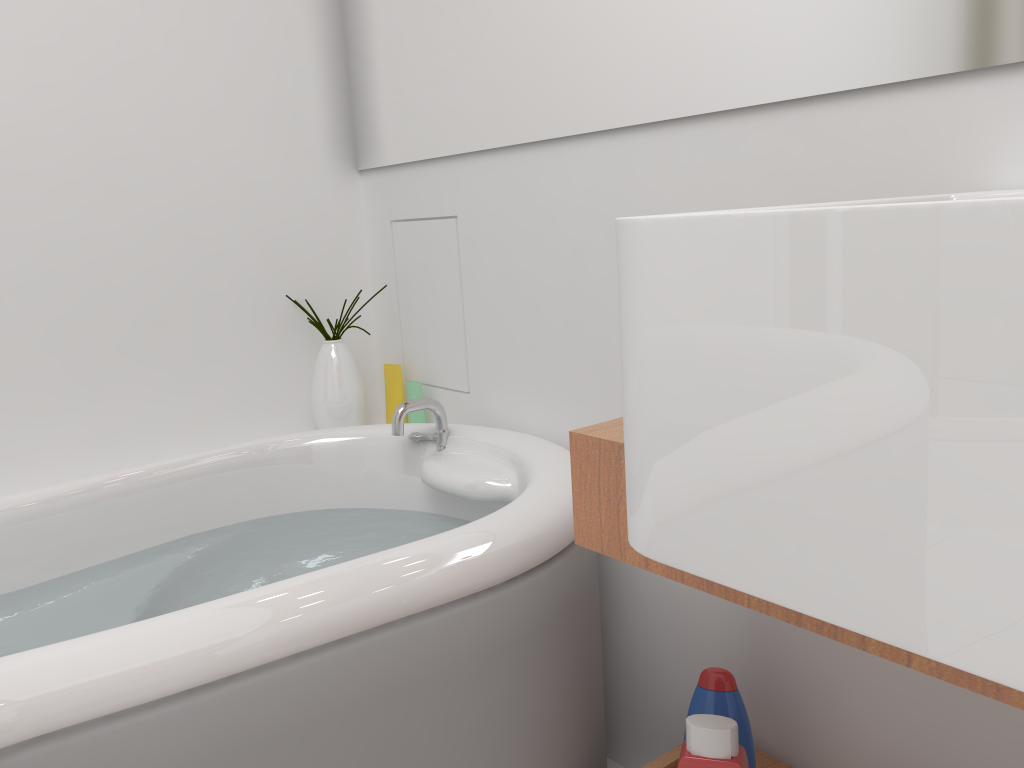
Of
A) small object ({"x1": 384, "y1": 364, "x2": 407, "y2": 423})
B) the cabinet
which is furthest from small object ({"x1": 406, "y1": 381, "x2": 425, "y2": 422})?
the cabinet

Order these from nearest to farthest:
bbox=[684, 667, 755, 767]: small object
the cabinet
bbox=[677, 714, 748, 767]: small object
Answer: the cabinet, bbox=[677, 714, 748, 767]: small object, bbox=[684, 667, 755, 767]: small object

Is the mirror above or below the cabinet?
above

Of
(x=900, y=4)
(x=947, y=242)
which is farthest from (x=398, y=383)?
(x=947, y=242)

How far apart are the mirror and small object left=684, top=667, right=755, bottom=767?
0.7 meters

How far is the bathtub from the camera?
0.8m

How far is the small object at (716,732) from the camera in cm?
96

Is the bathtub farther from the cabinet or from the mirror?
the mirror

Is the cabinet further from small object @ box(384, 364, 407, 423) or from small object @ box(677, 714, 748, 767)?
small object @ box(384, 364, 407, 423)

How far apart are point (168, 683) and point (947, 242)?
0.8m
